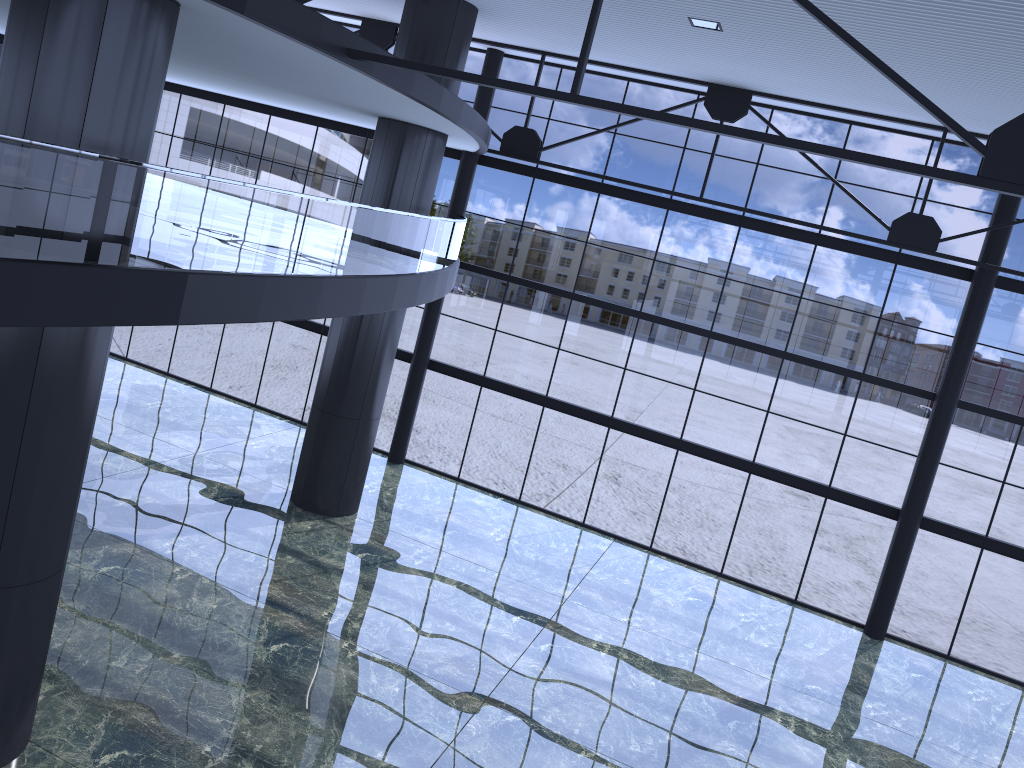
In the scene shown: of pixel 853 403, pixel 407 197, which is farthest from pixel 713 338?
pixel 407 197

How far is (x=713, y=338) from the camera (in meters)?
22.79
